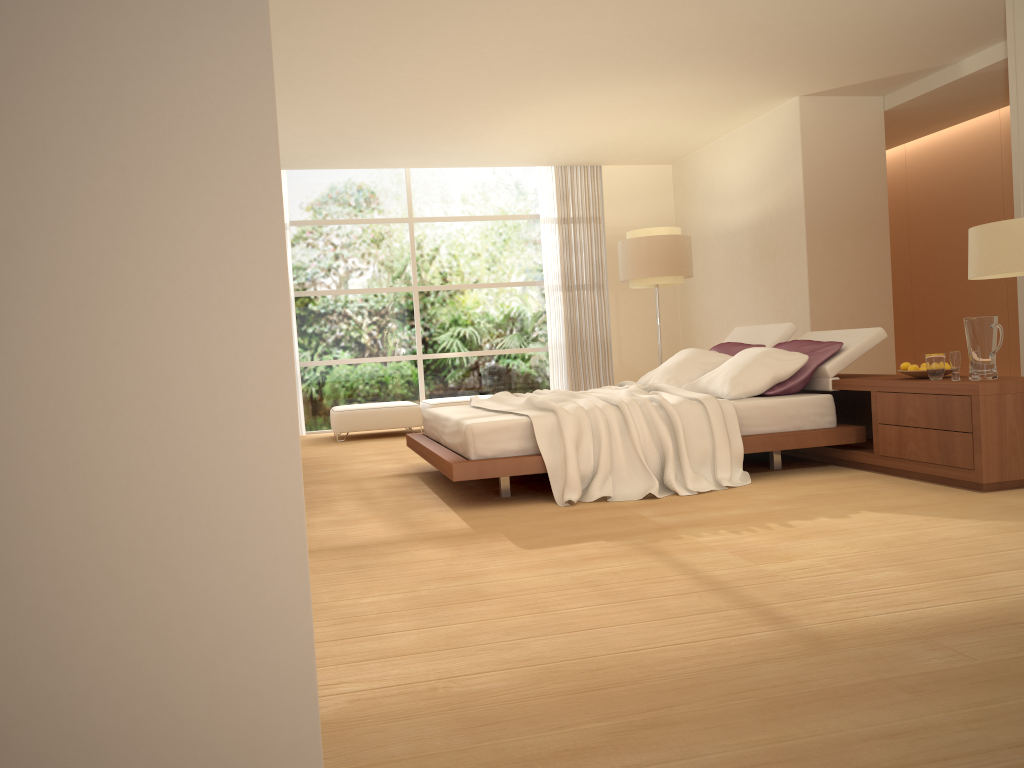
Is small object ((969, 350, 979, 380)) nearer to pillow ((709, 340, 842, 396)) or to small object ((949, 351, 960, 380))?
small object ((949, 351, 960, 380))

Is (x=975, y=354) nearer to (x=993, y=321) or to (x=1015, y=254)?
(x=993, y=321)

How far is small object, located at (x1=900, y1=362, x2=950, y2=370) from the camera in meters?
5.0

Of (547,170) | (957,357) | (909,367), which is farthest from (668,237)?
(957,357)

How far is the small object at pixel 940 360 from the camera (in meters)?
4.76

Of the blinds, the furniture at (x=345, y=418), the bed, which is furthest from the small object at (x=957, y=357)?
the blinds

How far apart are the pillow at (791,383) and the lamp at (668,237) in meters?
2.4 m

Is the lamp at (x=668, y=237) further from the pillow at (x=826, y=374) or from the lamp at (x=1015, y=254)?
the lamp at (x=1015, y=254)

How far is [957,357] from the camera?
4.63m

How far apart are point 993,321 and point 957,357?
0.25m
